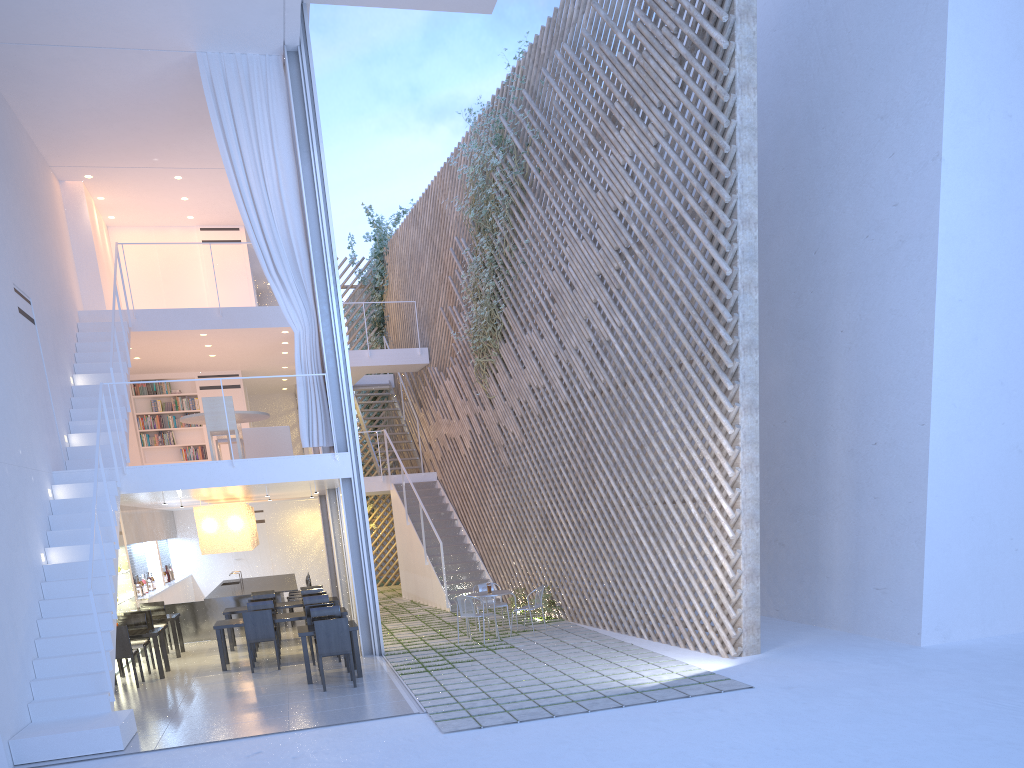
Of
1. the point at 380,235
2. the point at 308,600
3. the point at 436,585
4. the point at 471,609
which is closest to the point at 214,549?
the point at 308,600

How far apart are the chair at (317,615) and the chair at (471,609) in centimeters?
93cm

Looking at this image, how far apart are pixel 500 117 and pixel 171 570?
6.13m

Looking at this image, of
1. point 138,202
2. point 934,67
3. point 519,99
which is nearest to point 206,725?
point 934,67

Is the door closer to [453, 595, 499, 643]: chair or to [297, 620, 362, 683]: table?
[453, 595, 499, 643]: chair

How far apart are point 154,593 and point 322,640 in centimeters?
388cm

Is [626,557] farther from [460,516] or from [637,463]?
[460,516]

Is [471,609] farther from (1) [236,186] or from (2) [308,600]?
(1) [236,186]

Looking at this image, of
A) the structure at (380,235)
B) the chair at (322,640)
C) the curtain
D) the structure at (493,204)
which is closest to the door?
the structure at (380,235)

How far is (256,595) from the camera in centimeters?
695cm
